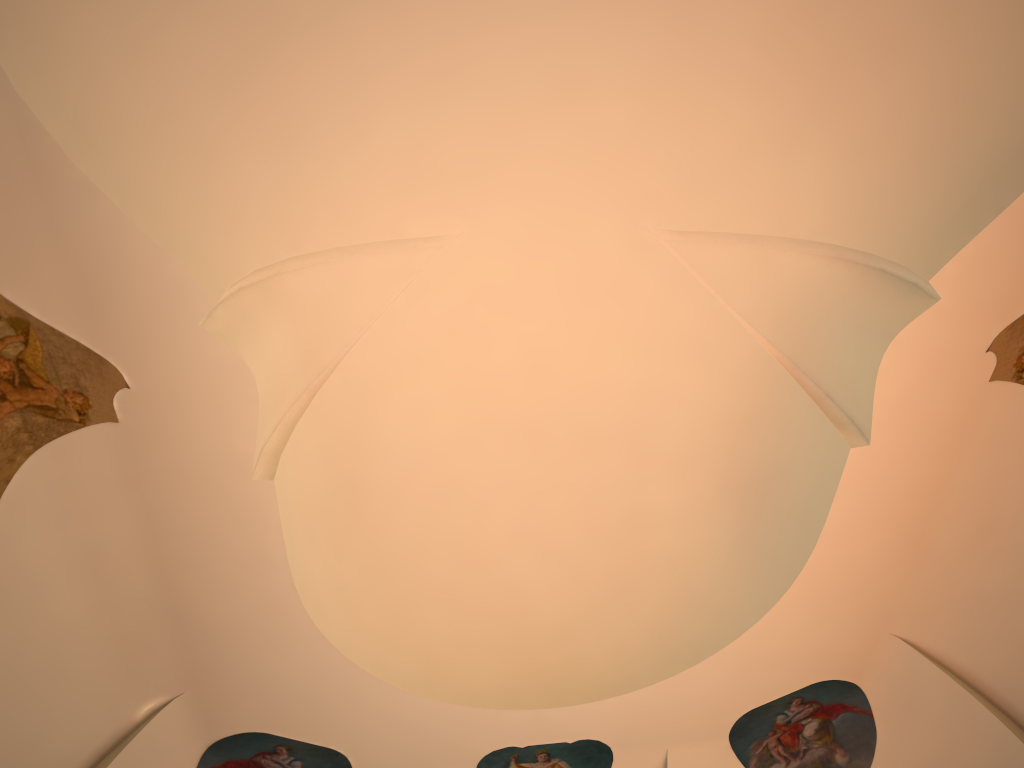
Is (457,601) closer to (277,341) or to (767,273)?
(277,341)

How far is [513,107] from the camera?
6.7 meters
